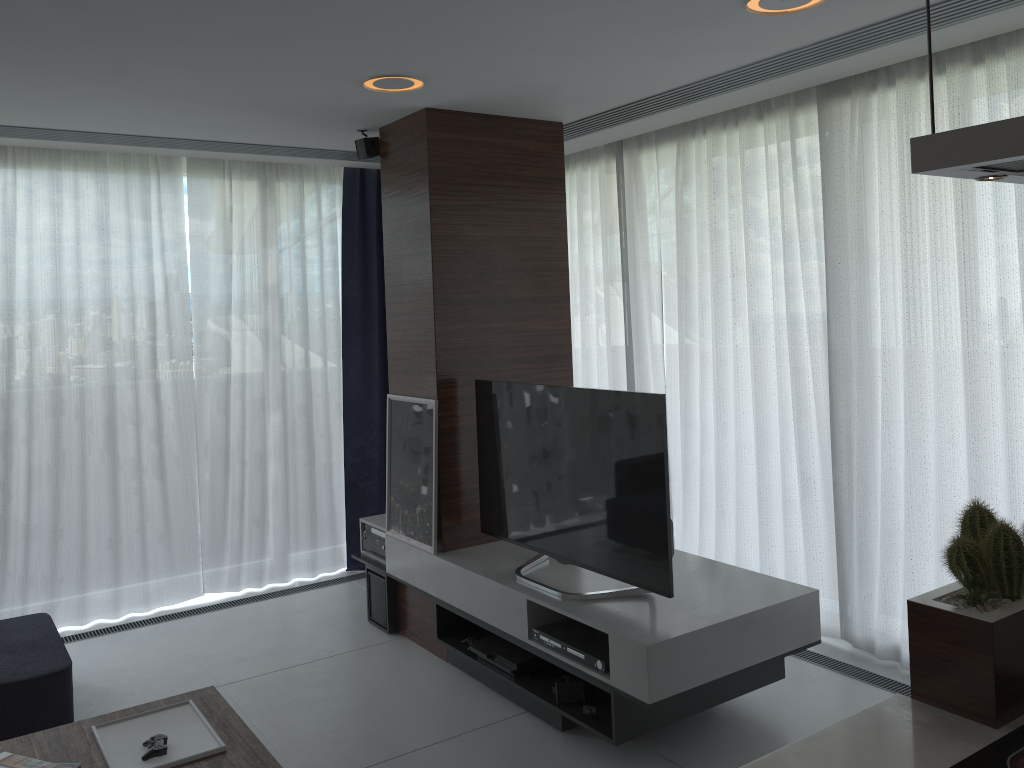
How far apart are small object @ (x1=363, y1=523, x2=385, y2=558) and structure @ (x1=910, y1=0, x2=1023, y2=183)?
3.66m

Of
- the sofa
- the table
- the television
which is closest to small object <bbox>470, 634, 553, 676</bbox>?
the television

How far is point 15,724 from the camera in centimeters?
338cm

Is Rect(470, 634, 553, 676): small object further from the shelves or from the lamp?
the lamp

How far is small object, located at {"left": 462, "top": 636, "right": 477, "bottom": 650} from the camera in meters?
4.0

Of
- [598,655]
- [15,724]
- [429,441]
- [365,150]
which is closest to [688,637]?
[598,655]

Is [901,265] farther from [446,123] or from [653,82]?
[446,123]

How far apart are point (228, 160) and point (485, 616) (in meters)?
3.08

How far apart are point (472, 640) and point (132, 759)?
1.6 meters

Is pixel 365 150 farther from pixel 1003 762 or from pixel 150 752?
pixel 1003 762
